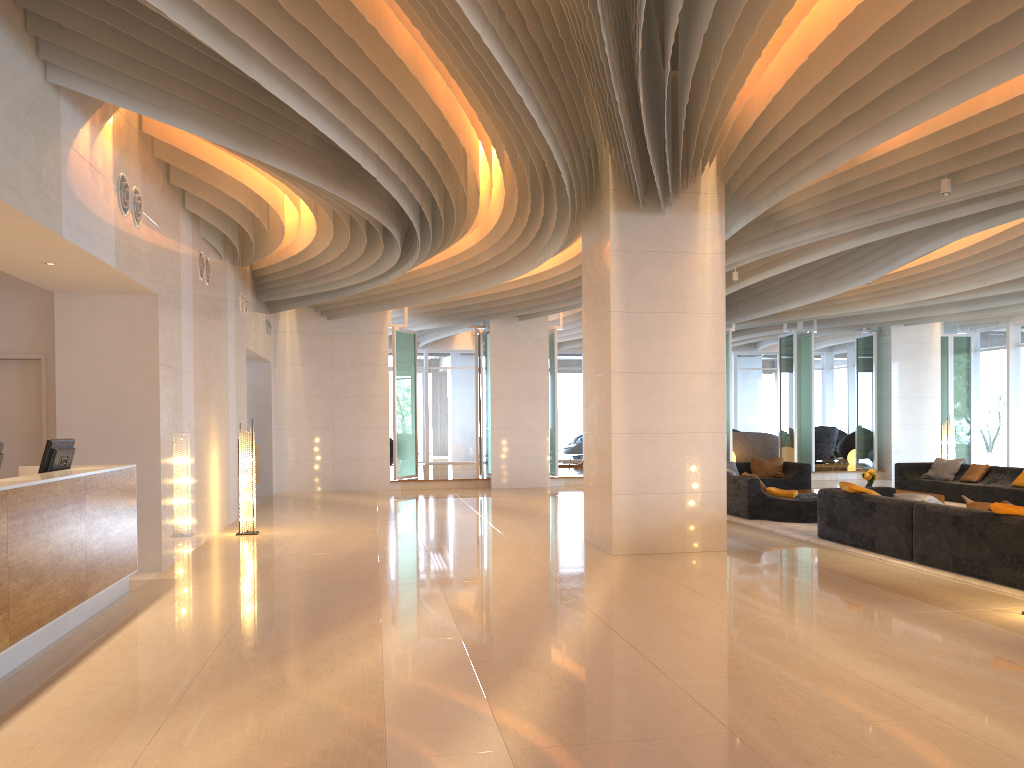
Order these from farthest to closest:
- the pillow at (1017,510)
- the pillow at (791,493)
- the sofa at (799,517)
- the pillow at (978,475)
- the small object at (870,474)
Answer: the pillow at (978,475)
the small object at (870,474)
the pillow at (791,493)
the sofa at (799,517)
the pillow at (1017,510)

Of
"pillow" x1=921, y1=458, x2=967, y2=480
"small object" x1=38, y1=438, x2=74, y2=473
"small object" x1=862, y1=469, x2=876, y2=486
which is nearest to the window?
"pillow" x1=921, y1=458, x2=967, y2=480

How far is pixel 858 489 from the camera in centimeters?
943cm

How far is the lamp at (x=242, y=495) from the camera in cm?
1107

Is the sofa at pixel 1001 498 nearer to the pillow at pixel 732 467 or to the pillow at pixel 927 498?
the pillow at pixel 732 467

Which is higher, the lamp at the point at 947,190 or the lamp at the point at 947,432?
the lamp at the point at 947,190

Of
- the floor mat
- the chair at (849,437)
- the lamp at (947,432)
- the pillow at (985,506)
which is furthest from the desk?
the chair at (849,437)

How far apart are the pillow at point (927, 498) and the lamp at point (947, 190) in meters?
2.9

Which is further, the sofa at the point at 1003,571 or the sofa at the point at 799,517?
the sofa at the point at 799,517

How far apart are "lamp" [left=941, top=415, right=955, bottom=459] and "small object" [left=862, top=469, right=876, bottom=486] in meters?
3.4
